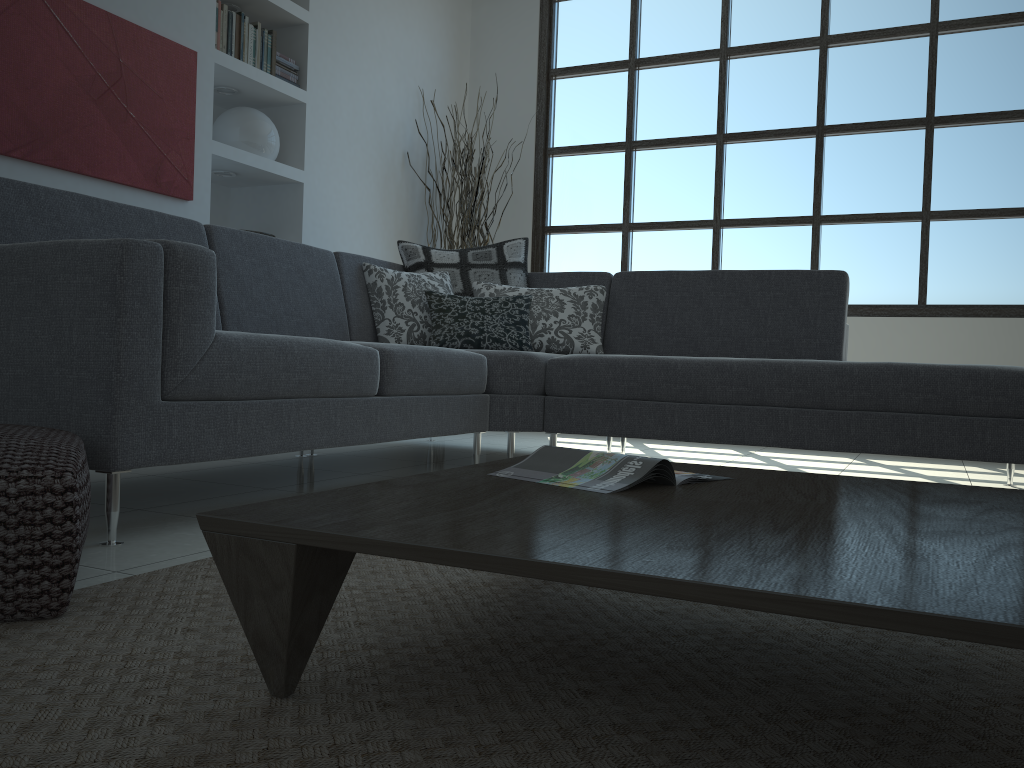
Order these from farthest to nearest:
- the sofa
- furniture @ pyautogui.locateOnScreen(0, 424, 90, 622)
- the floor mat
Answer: the sofa < furniture @ pyautogui.locateOnScreen(0, 424, 90, 622) < the floor mat

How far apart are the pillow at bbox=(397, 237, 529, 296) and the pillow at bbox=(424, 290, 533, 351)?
0.2m

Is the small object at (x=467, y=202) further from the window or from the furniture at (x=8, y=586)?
the furniture at (x=8, y=586)

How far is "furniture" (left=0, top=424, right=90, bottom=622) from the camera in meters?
1.3

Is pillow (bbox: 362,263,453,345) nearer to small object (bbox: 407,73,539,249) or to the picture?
the picture

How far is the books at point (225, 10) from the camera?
4.1 meters

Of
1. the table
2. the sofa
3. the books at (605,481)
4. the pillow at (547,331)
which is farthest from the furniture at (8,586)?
the pillow at (547,331)

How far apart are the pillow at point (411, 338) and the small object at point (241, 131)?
1.1 meters

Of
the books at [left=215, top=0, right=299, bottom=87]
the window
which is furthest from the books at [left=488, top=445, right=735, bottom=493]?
the window

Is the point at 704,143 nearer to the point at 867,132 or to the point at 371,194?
the point at 867,132
